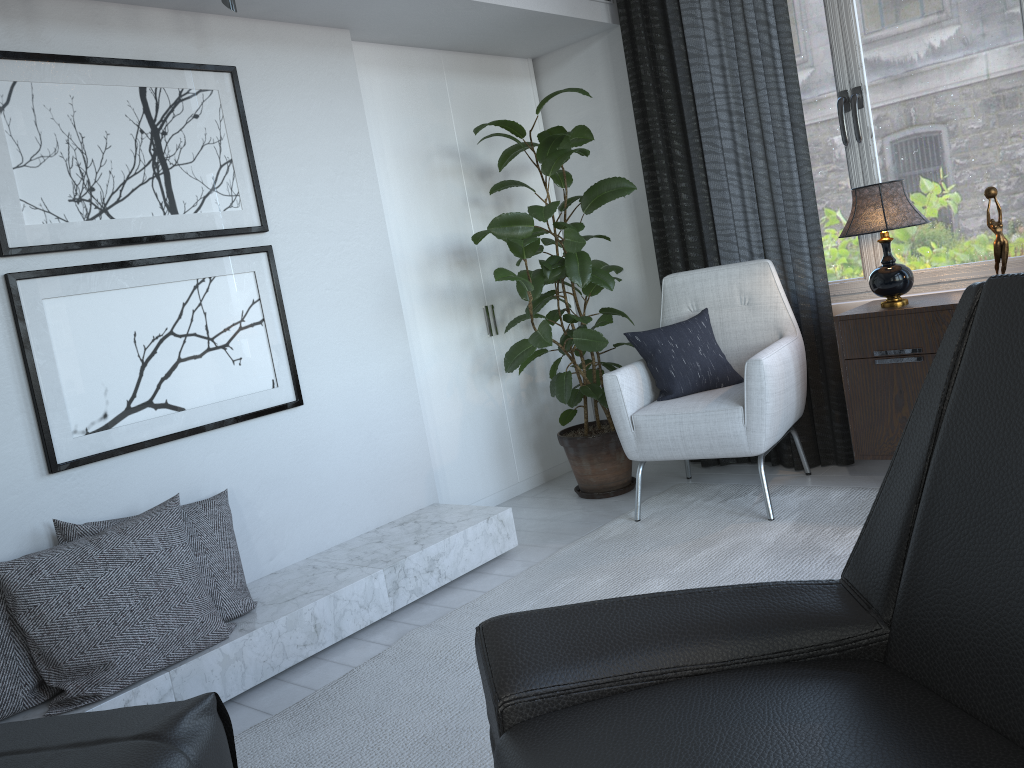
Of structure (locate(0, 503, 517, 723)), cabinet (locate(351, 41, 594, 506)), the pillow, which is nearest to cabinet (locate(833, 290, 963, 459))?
the pillow

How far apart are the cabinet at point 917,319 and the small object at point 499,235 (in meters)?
0.83

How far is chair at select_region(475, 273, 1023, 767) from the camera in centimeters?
99cm

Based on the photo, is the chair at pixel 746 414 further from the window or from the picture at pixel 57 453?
the picture at pixel 57 453

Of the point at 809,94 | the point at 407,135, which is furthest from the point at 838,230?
the point at 407,135

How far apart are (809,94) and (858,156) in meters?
0.3 m

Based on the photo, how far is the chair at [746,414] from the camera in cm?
286

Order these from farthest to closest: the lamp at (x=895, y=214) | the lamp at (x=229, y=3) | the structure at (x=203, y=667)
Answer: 1. the lamp at (x=895, y=214)
2. the lamp at (x=229, y=3)
3. the structure at (x=203, y=667)

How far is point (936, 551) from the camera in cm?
110

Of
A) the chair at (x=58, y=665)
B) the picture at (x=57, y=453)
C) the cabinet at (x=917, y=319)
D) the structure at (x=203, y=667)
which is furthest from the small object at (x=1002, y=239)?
the chair at (x=58, y=665)
